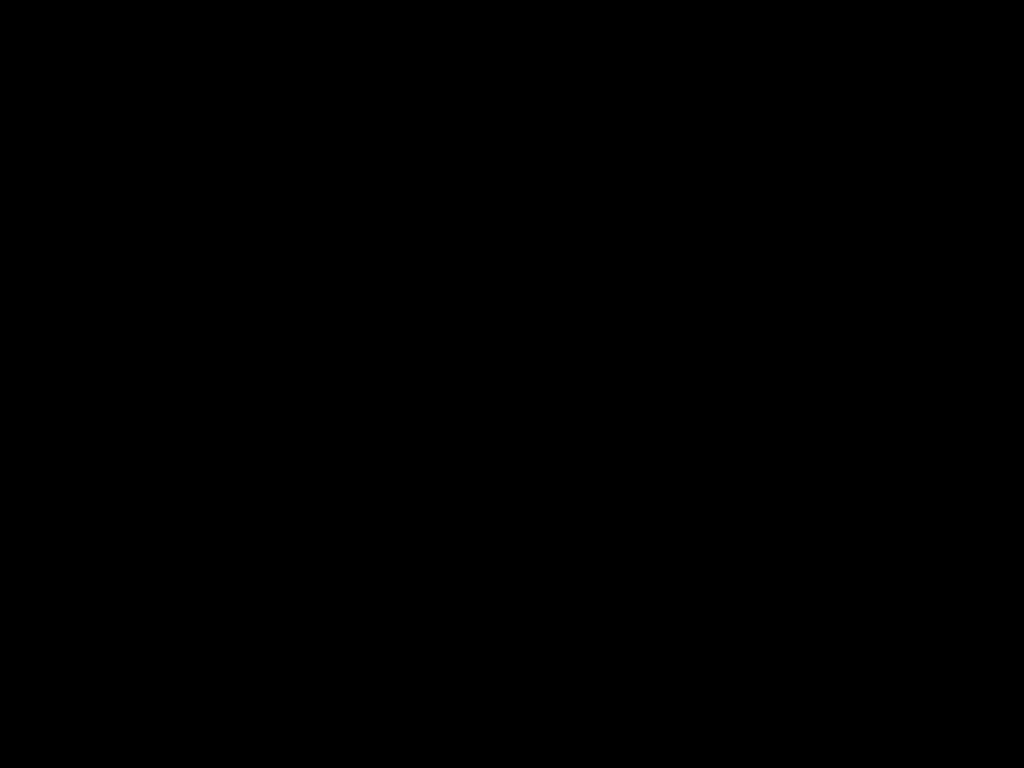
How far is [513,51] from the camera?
0.44m

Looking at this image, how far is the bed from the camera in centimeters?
44cm

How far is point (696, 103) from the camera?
0.5 meters

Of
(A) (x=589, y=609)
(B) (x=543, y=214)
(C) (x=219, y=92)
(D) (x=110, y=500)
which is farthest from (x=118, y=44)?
(D) (x=110, y=500)

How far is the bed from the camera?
0.4 meters
